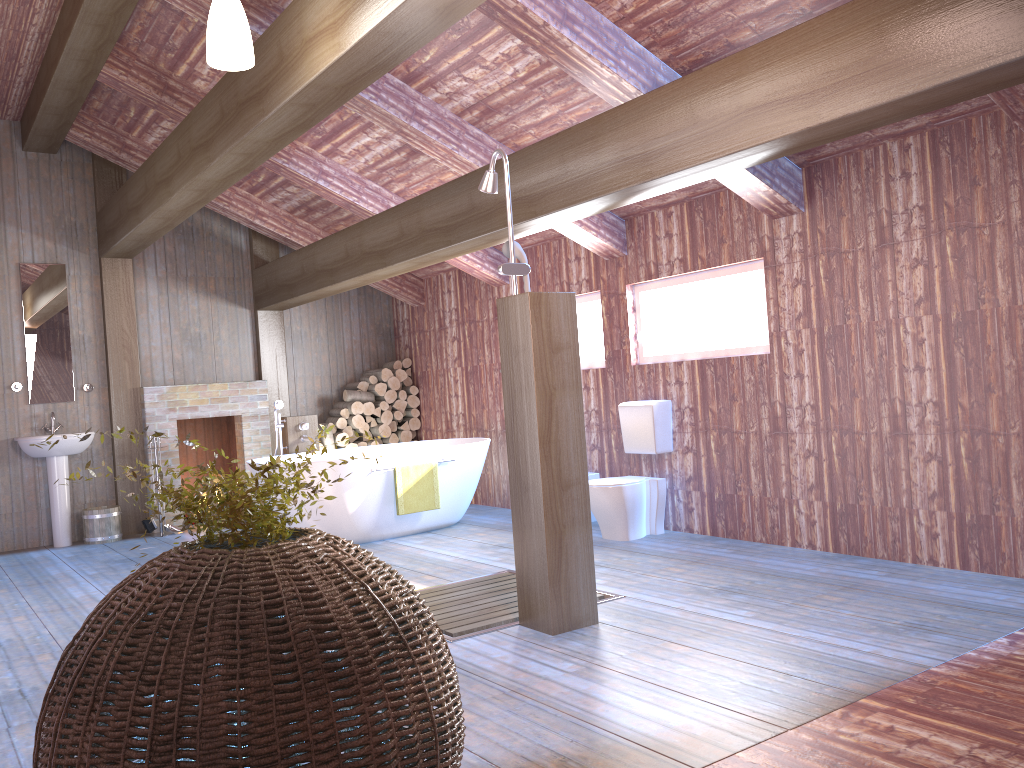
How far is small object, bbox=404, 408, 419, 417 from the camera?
9.1m

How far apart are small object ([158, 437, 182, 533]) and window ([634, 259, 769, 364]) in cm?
438

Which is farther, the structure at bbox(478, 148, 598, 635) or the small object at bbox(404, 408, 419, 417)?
the small object at bbox(404, 408, 419, 417)

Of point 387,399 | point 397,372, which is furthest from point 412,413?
point 397,372

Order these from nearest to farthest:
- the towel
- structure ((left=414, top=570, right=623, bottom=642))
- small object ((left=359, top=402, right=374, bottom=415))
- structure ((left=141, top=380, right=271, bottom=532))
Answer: structure ((left=414, top=570, right=623, bottom=642)) < the towel < structure ((left=141, top=380, right=271, bottom=532)) < small object ((left=359, top=402, right=374, bottom=415))

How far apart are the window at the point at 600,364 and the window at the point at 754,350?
0.5 meters

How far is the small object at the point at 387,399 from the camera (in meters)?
8.90

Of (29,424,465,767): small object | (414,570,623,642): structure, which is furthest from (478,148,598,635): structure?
(29,424,465,767): small object

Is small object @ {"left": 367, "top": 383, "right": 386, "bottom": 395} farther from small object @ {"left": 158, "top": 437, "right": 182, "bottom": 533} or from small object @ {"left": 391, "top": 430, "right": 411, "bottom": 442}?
small object @ {"left": 158, "top": 437, "right": 182, "bottom": 533}

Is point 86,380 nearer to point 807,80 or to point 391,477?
point 391,477
